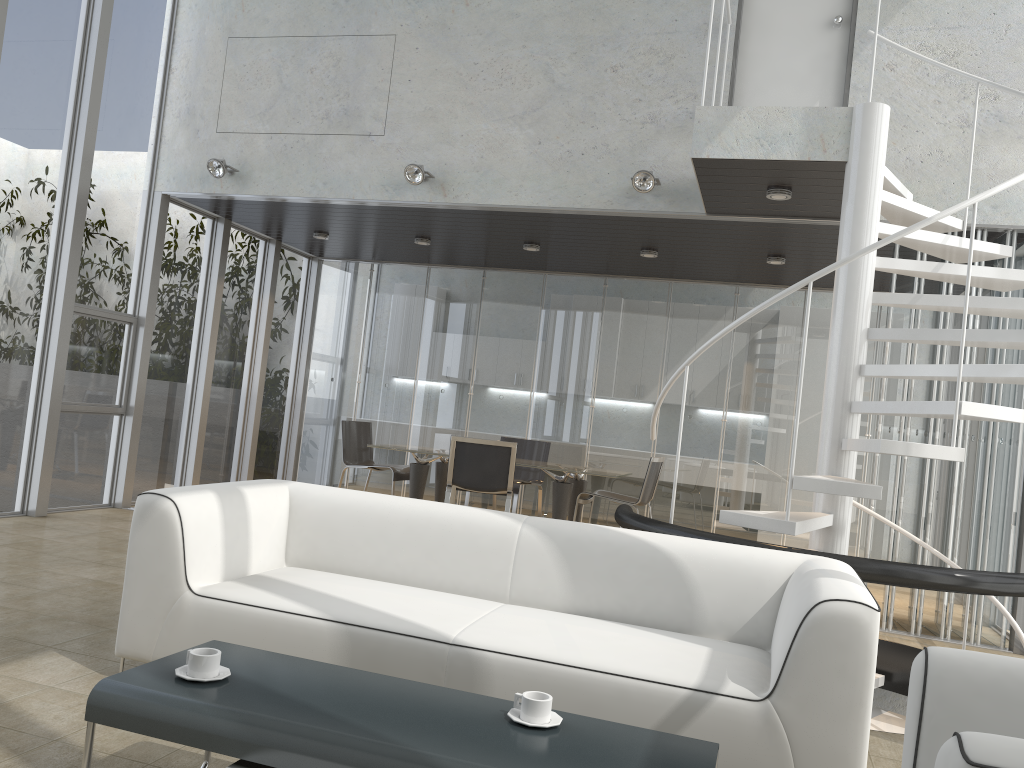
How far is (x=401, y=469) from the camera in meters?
8.2

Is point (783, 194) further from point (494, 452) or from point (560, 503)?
point (560, 503)

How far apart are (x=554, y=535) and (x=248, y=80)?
5.45m

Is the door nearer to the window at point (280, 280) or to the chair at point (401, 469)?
the chair at point (401, 469)

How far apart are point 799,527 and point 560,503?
→ 3.6 meters

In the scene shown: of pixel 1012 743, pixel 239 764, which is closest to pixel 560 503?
pixel 239 764

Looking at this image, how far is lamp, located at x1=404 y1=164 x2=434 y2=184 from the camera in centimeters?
665cm

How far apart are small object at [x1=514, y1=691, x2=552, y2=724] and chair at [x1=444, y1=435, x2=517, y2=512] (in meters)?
4.97

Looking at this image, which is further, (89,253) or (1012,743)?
(89,253)

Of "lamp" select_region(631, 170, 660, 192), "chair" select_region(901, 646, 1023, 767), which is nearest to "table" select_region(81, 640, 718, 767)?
"chair" select_region(901, 646, 1023, 767)
